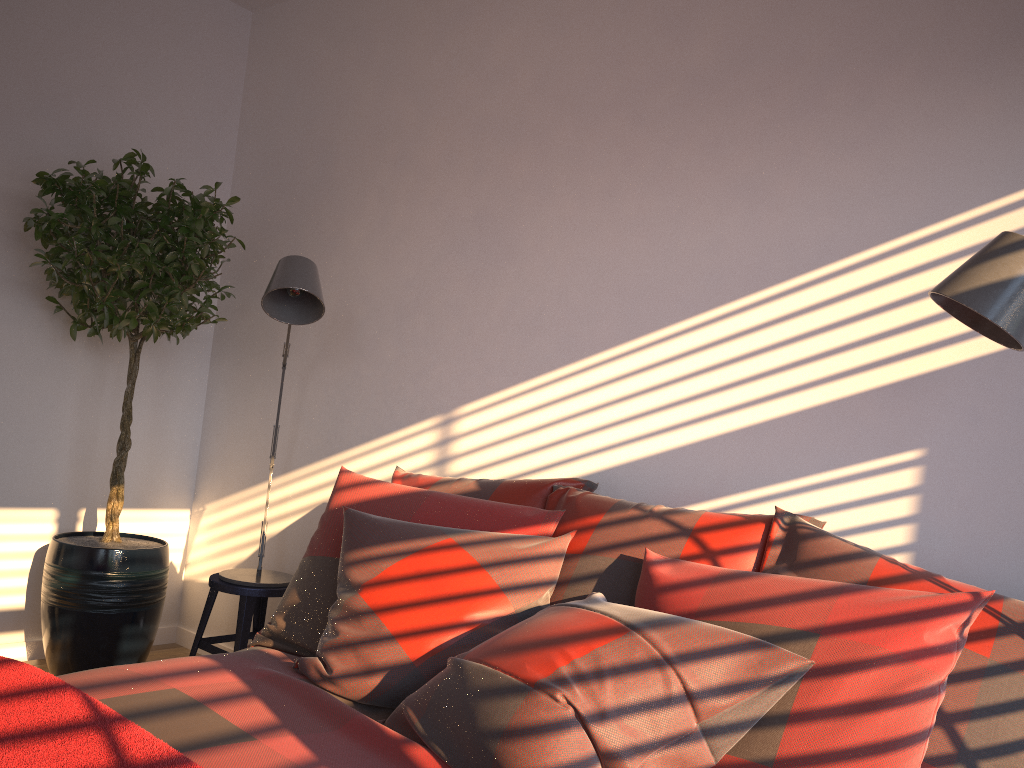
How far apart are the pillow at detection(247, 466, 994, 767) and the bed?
0.1m

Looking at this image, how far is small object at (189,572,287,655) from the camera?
3.1 meters

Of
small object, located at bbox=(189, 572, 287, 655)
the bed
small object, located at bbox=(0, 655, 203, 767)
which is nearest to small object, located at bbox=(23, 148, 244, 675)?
small object, located at bbox=(189, 572, 287, 655)

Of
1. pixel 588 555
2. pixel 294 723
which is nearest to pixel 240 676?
pixel 294 723

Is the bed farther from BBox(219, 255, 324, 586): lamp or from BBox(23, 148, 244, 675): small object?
BBox(23, 148, 244, 675): small object

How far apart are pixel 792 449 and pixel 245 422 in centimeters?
243cm

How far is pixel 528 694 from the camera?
1.5m

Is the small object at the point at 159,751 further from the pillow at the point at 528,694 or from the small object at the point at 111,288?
the small object at the point at 111,288

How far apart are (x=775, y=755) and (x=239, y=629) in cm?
212

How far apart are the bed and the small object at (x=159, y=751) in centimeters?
15cm
